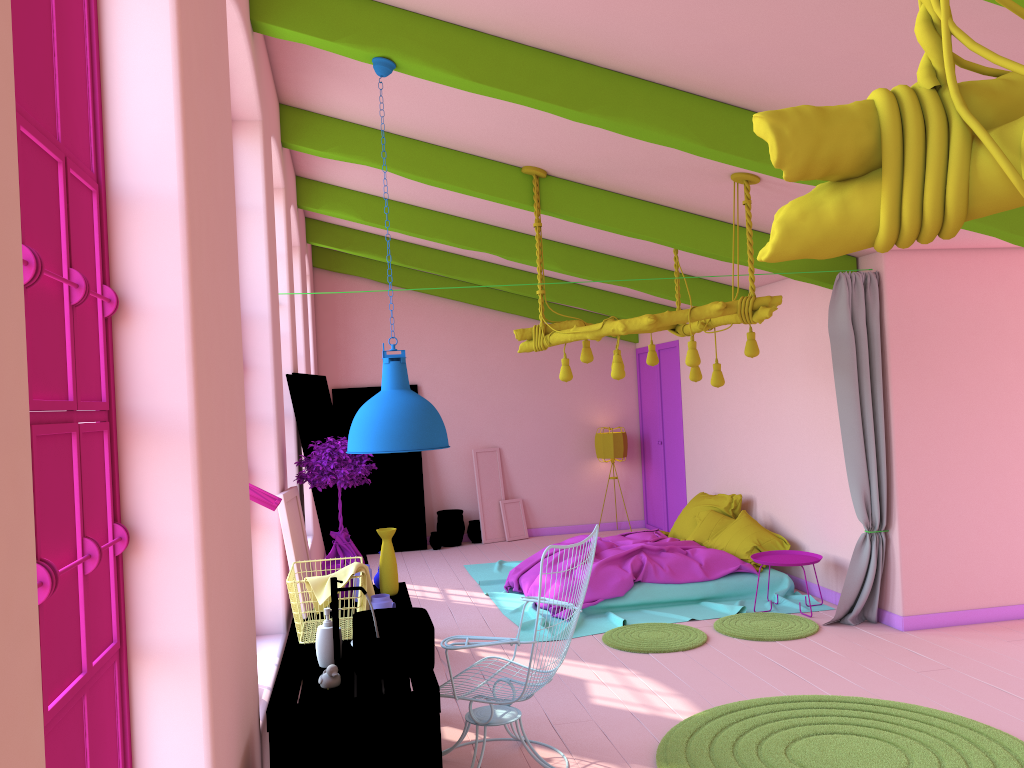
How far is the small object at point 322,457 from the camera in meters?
5.0

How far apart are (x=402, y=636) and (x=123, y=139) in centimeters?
214cm

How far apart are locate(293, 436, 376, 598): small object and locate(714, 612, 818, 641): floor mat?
3.2m

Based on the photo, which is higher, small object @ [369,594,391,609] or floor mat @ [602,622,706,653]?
small object @ [369,594,391,609]

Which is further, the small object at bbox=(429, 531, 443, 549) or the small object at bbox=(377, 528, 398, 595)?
the small object at bbox=(429, 531, 443, 549)

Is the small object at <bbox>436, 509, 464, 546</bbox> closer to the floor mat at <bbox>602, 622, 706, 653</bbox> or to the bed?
the bed

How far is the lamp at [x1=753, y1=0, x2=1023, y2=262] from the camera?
1.00m

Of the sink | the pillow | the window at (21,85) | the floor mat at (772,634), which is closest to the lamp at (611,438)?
the pillow

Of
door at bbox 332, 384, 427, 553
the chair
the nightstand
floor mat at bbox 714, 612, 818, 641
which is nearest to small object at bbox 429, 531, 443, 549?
door at bbox 332, 384, 427, 553

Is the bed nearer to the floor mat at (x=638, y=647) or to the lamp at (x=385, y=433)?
the floor mat at (x=638, y=647)
